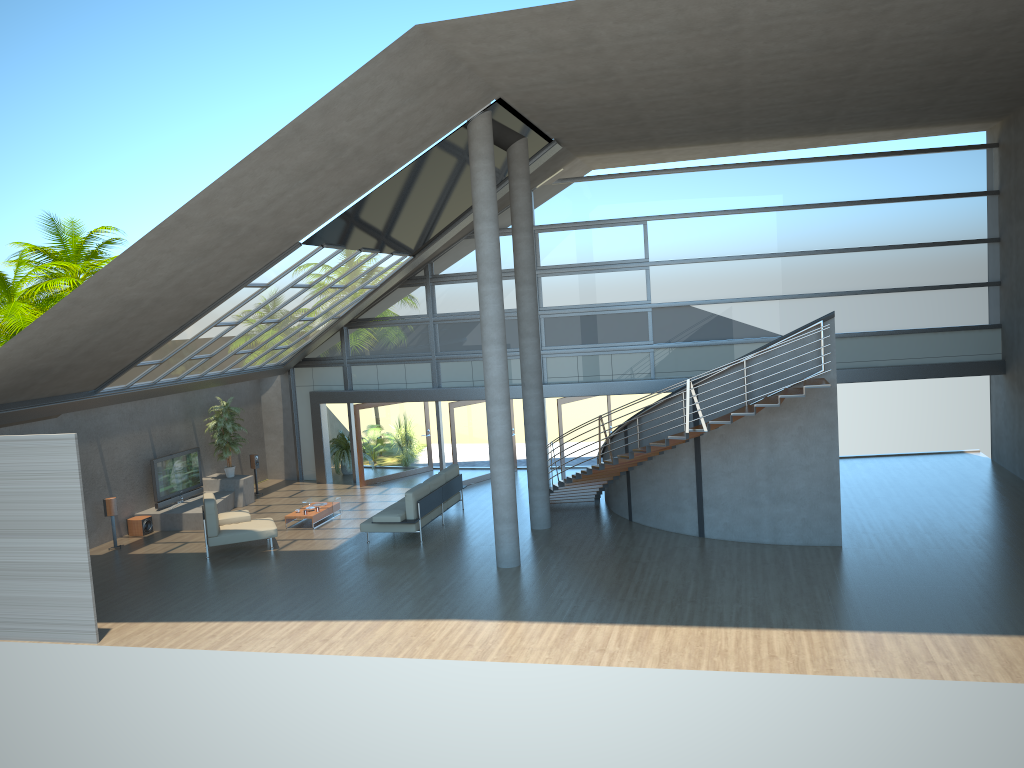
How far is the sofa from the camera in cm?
1547

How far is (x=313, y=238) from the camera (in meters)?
14.14

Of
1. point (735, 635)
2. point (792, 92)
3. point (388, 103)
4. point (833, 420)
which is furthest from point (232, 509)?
point (792, 92)

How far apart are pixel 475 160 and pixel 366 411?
9.4 meters

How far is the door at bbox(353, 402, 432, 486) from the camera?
21.2m

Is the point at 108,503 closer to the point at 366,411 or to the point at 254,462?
the point at 254,462

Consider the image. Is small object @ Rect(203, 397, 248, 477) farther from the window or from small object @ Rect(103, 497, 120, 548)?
small object @ Rect(103, 497, 120, 548)

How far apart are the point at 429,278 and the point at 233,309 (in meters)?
5.93

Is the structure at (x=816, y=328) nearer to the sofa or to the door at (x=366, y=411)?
the sofa

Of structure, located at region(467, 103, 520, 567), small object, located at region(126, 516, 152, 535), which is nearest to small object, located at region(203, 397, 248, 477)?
small object, located at region(126, 516, 152, 535)
